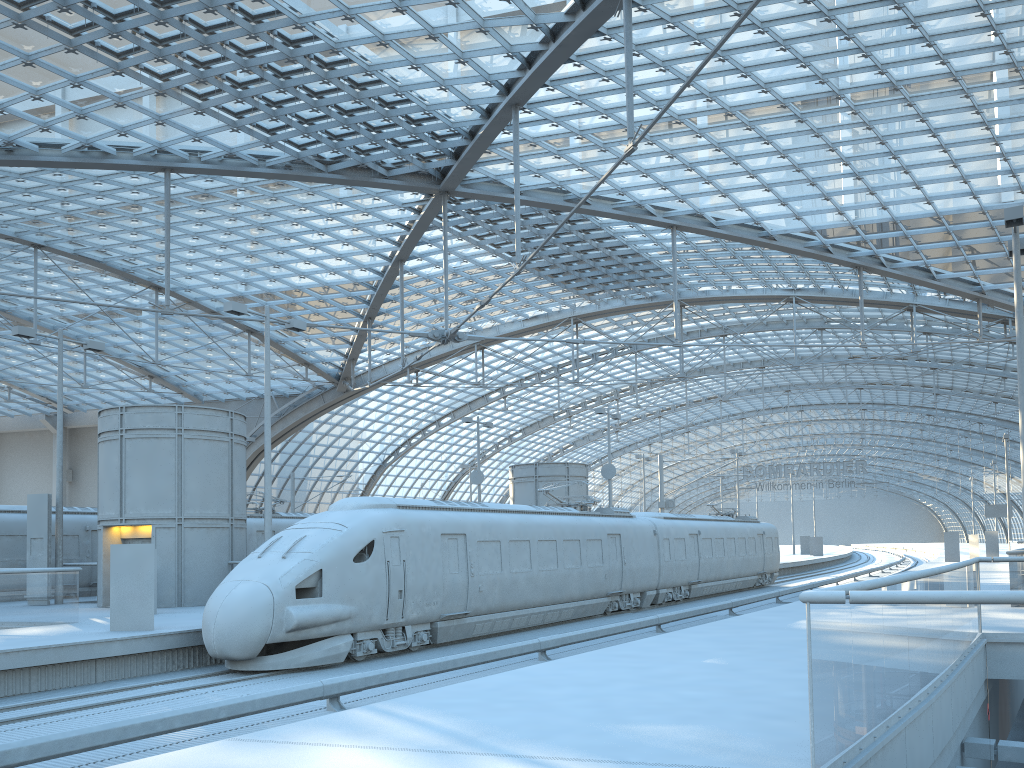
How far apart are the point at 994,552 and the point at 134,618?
46.4m

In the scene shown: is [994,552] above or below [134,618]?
above

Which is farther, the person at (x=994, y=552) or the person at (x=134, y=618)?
the person at (x=994, y=552)

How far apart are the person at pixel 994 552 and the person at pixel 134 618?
46.2m

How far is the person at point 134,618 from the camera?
16.47m

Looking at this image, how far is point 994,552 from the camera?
48.20m

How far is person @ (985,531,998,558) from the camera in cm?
4820

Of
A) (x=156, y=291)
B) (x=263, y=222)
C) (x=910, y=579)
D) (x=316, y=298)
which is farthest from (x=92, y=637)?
(x=156, y=291)

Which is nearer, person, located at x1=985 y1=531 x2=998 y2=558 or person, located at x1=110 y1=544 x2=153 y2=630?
person, located at x1=110 y1=544 x2=153 y2=630

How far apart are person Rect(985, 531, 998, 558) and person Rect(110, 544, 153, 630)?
46.17m
